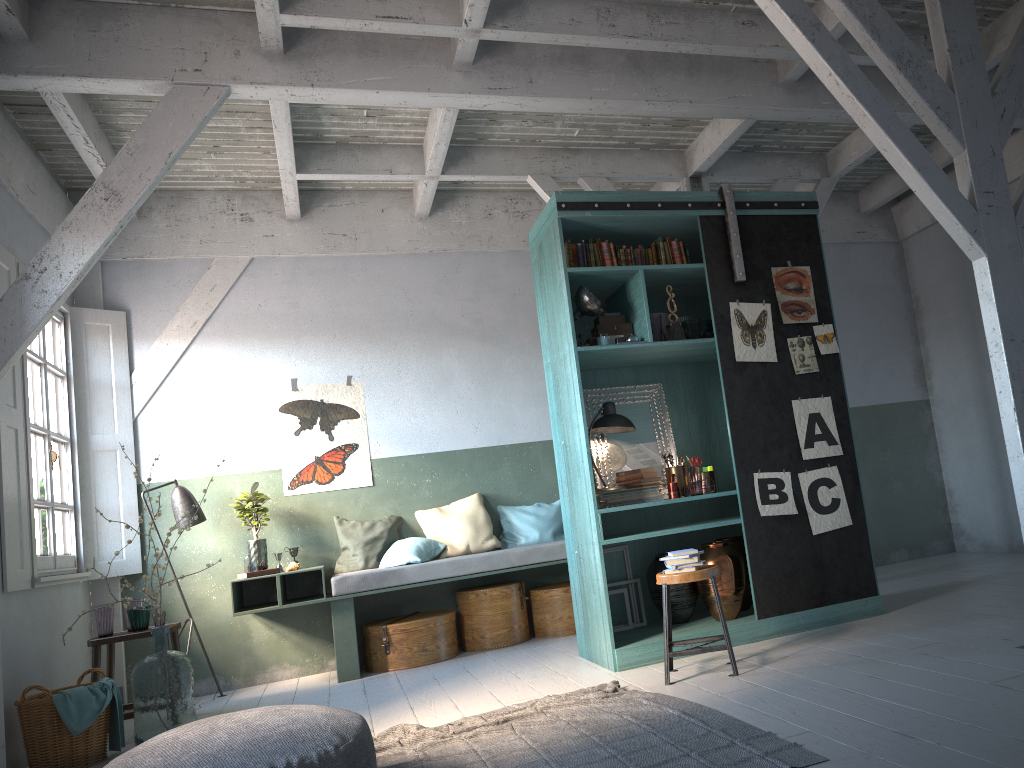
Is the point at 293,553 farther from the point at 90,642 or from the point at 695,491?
the point at 695,491

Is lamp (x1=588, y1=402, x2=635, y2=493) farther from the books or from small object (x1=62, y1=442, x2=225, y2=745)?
small object (x1=62, y1=442, x2=225, y2=745)

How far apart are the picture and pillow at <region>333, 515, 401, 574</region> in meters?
0.3

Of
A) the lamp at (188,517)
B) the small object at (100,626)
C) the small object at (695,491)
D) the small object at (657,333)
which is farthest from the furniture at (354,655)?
the small object at (657,333)

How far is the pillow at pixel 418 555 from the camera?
7.8m

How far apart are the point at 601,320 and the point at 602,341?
0.27m

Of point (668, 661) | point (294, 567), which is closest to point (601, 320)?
point (668, 661)

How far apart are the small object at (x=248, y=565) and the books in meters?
3.1 m

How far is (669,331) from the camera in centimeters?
628cm

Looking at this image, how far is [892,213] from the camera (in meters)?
10.15
